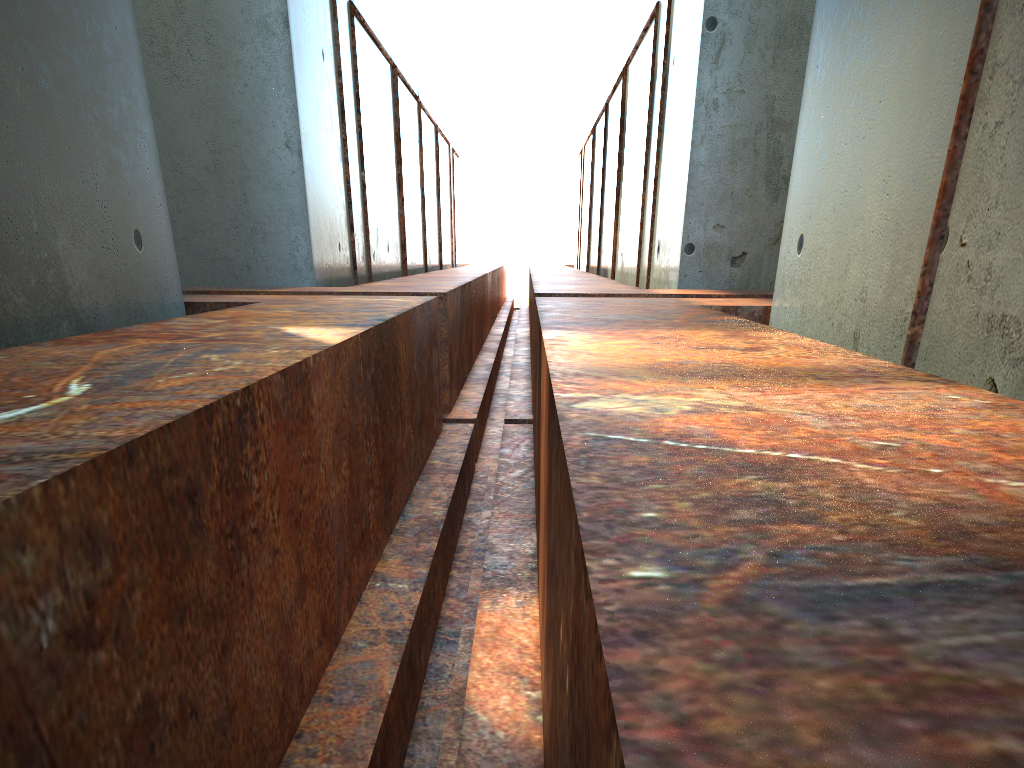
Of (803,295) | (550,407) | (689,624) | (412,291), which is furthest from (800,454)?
(412,291)

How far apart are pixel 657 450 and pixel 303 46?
11.12m

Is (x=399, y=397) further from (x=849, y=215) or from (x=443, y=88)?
(x=443, y=88)
